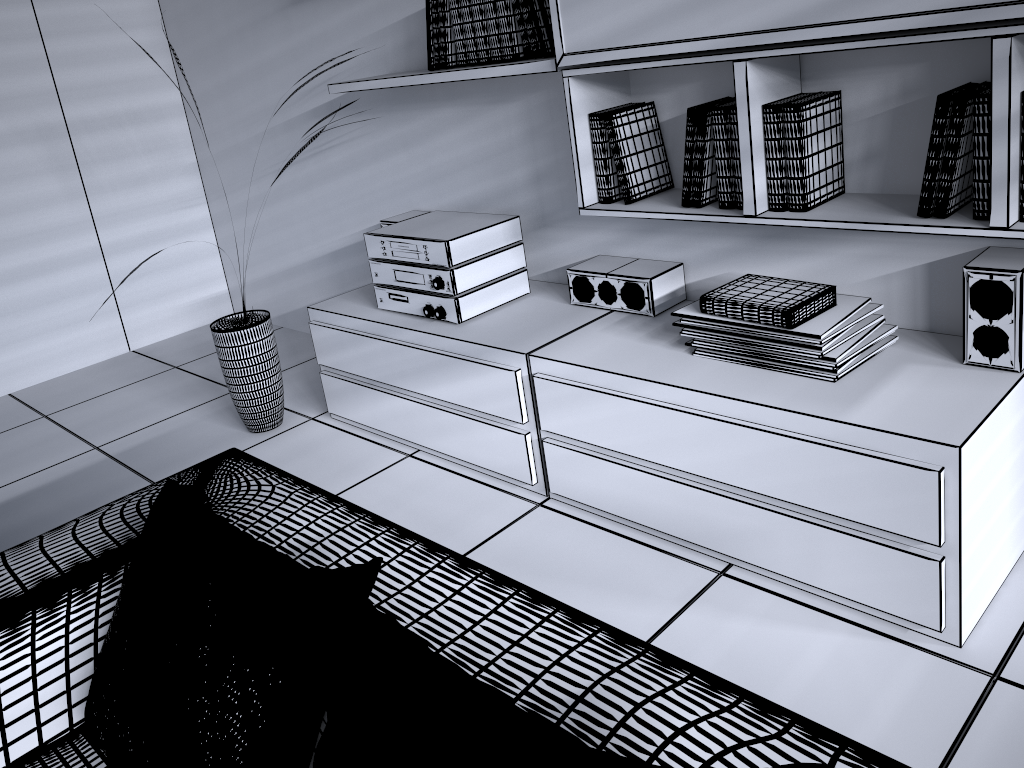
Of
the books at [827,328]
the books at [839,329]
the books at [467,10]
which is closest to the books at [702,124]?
the books at [827,328]

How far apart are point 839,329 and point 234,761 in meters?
1.6 m

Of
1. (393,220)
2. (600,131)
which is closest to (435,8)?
(600,131)

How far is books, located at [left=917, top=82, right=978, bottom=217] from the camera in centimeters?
176cm

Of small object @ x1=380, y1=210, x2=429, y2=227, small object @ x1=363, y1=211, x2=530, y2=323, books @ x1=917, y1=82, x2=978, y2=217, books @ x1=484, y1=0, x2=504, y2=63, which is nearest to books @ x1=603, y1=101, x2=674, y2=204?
books @ x1=484, y1=0, x2=504, y2=63

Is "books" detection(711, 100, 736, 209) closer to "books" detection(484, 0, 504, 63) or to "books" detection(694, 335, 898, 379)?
"books" detection(694, 335, 898, 379)

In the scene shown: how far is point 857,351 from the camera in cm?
203

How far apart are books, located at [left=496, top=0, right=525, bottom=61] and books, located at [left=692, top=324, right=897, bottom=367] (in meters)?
1.25

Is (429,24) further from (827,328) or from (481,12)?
(827,328)

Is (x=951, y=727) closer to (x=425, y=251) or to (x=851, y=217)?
(x=851, y=217)
